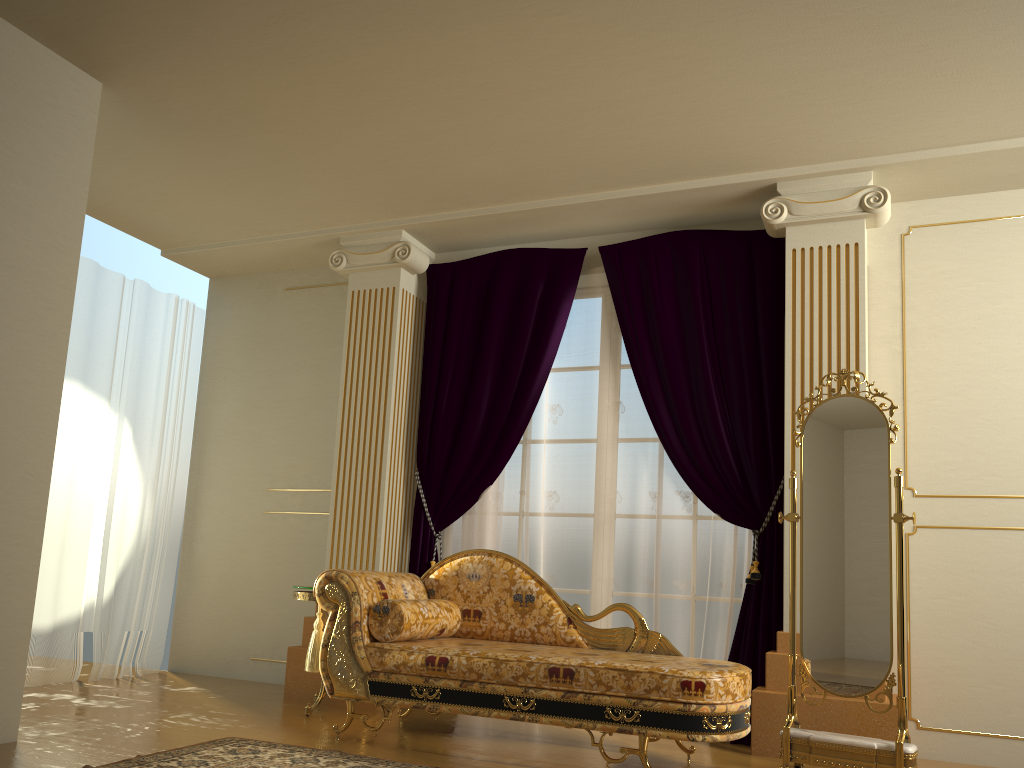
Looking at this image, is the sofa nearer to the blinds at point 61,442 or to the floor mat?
the floor mat

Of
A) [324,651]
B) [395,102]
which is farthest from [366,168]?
[324,651]

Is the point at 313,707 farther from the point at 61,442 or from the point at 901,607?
the point at 901,607

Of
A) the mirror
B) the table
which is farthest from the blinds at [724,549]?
the table

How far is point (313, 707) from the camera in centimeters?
433cm

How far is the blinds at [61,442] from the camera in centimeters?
511cm

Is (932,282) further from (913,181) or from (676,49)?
(676,49)

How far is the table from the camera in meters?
4.3 m

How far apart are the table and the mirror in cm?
220

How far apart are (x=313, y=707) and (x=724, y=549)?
2.2m
